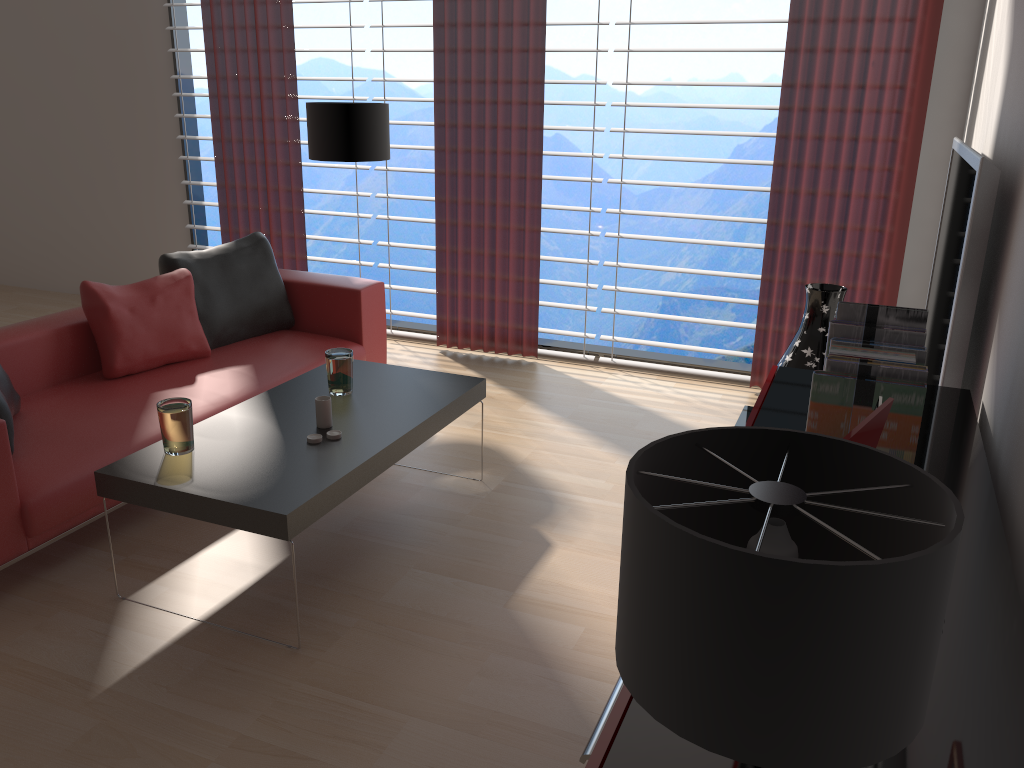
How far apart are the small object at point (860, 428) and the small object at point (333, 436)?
2.6m

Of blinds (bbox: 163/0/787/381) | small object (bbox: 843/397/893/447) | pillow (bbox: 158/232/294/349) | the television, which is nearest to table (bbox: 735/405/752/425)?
the television

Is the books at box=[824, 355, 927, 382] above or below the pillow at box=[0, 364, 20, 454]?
above

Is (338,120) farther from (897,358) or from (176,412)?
(897,358)

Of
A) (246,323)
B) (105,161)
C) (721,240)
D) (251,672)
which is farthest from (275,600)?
(721,240)

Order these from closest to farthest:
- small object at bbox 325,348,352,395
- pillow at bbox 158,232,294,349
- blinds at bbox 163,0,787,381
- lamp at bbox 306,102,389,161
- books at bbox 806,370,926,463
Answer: books at bbox 806,370,926,463 < small object at bbox 325,348,352,395 < pillow at bbox 158,232,294,349 < lamp at bbox 306,102,389,161 < blinds at bbox 163,0,787,381

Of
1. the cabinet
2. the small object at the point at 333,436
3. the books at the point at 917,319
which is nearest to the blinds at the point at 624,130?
the small object at the point at 333,436

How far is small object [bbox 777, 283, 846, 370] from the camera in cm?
527

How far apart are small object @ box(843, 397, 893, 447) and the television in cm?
167

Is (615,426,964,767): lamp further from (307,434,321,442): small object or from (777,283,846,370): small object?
(777,283,846,370): small object
